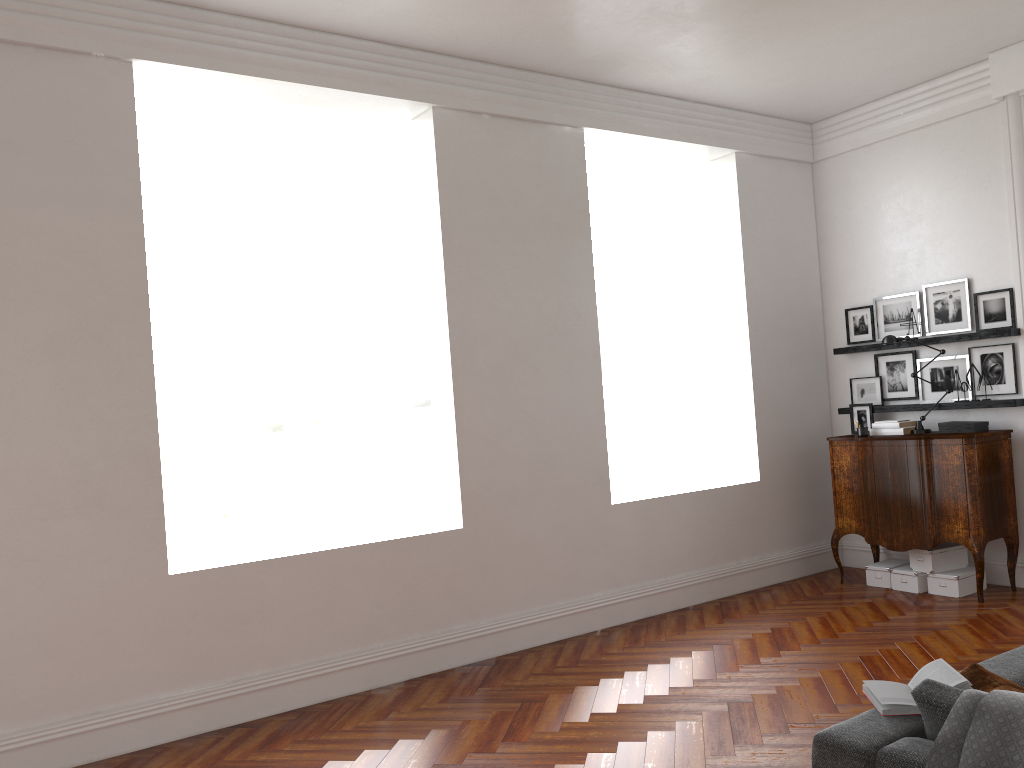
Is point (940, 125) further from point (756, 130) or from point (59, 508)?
point (59, 508)

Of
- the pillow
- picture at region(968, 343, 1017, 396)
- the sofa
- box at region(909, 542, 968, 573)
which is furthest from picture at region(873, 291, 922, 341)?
the pillow

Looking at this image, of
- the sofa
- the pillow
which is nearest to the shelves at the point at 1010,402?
the sofa

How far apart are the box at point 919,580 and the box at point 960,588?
0.1m

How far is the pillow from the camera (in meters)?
2.59

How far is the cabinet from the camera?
6.4 meters

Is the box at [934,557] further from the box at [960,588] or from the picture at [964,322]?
the picture at [964,322]

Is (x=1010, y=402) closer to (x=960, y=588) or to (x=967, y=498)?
(x=967, y=498)

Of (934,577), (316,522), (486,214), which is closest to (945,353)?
(934,577)

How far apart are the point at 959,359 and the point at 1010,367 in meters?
0.4
